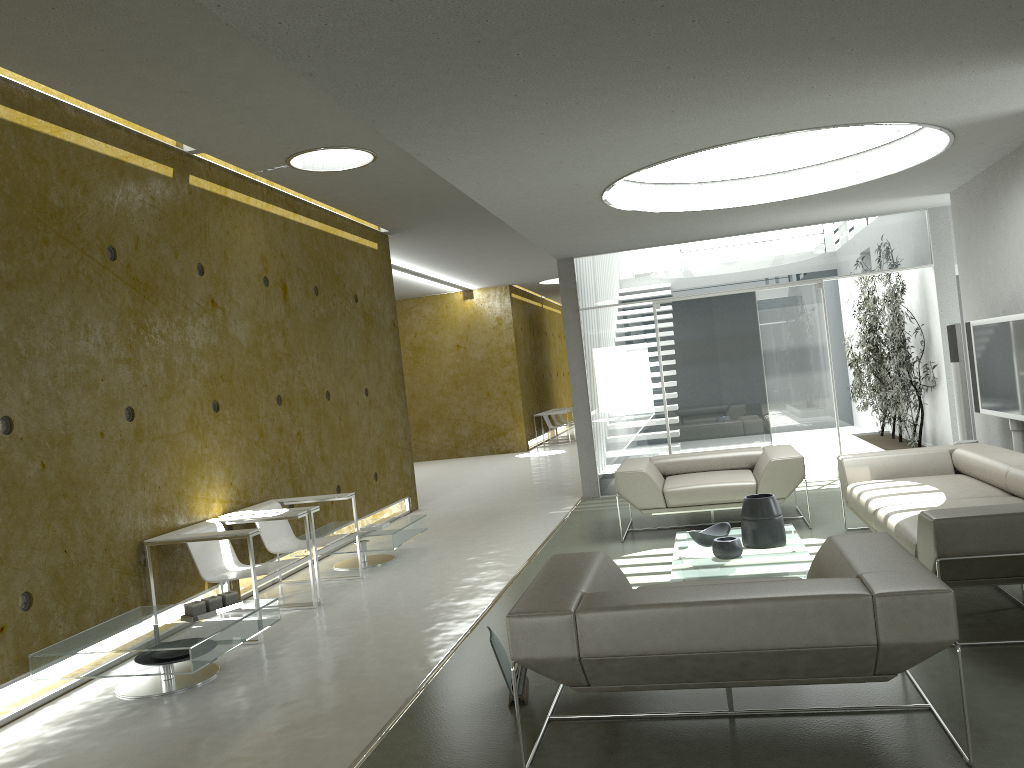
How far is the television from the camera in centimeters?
645cm

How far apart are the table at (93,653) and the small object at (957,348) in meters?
6.1

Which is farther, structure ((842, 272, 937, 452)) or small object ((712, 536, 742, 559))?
structure ((842, 272, 937, 452))

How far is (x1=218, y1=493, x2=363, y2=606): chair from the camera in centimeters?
643cm

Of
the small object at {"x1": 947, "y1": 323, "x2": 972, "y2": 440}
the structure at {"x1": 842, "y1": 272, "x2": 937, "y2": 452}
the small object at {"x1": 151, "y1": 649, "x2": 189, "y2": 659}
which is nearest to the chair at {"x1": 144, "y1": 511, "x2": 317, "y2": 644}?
the small object at {"x1": 151, "y1": 649, "x2": 189, "y2": 659}

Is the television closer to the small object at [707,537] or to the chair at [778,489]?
the chair at [778,489]

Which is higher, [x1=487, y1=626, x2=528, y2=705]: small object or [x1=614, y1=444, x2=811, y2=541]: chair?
[x1=614, y1=444, x2=811, y2=541]: chair

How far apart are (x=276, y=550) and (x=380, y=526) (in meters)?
1.05

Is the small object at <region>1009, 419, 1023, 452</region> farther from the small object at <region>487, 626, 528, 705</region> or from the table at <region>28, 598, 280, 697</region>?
the table at <region>28, 598, 280, 697</region>

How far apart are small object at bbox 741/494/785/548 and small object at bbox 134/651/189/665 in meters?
3.4
